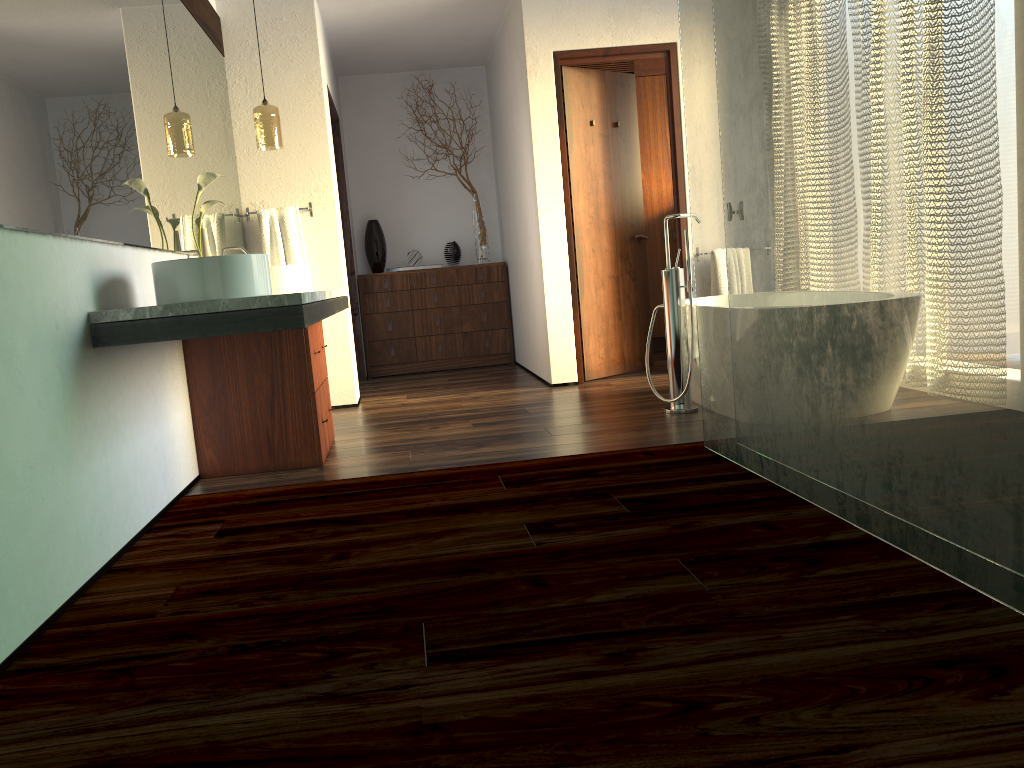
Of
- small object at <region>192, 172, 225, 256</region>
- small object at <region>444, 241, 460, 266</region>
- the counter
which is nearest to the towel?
the counter

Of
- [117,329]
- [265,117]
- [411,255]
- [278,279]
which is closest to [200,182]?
[278,279]

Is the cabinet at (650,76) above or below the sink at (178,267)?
above

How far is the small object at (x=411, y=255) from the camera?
6.90m

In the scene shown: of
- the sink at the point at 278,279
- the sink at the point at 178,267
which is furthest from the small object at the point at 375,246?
the sink at the point at 178,267

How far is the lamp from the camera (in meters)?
4.62

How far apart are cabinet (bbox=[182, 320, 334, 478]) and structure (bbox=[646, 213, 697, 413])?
1.5 meters

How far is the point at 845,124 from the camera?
2.1 meters

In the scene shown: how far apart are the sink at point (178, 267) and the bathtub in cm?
213

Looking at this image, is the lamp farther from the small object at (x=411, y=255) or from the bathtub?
the bathtub
